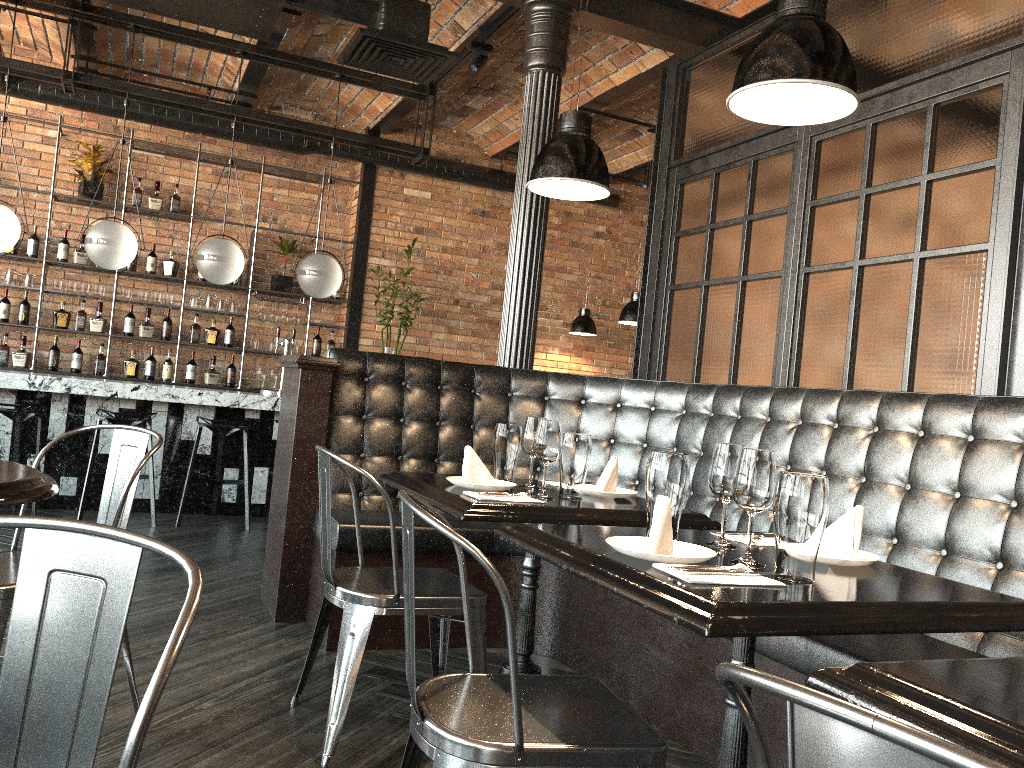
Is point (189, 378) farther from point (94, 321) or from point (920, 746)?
point (920, 746)

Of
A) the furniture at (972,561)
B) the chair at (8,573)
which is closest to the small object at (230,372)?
the furniture at (972,561)

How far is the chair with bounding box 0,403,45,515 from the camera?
5.58m

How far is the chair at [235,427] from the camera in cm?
596

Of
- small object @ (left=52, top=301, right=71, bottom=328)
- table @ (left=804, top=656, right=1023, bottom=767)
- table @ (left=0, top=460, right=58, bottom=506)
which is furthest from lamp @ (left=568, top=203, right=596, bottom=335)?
table @ (left=804, top=656, right=1023, bottom=767)

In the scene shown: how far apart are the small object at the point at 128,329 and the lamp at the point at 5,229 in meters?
2.0 m

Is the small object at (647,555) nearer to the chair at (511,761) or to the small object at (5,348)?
the chair at (511,761)

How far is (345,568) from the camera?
2.9m

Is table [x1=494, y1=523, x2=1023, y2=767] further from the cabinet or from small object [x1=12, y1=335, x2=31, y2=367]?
small object [x1=12, y1=335, x2=31, y2=367]

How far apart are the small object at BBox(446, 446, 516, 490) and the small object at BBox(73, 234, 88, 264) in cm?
608
